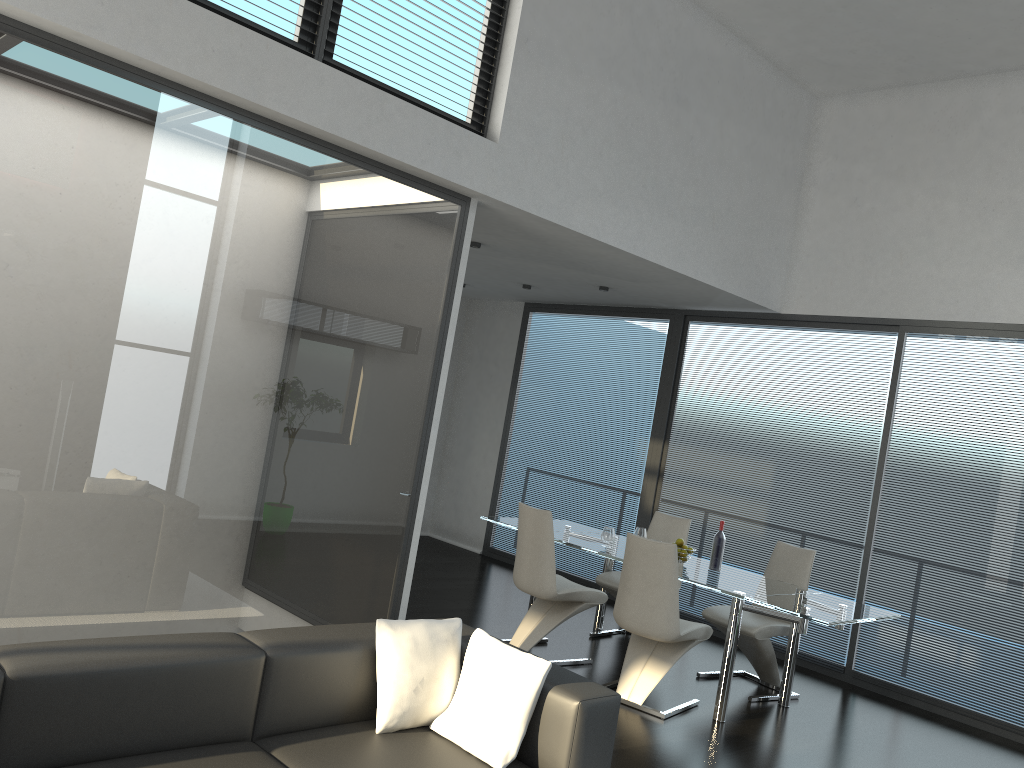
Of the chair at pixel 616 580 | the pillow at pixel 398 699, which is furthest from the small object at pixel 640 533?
the pillow at pixel 398 699

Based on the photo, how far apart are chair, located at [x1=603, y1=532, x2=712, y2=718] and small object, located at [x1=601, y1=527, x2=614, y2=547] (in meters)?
0.79

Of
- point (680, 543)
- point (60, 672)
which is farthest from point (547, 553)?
point (60, 672)

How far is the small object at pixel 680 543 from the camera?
5.82m

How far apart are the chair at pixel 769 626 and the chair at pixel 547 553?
0.68m

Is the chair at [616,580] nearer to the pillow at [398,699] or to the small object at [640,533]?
the small object at [640,533]

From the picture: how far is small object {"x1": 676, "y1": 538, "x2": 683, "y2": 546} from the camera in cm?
582

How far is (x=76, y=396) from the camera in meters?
3.7

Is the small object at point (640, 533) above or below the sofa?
above

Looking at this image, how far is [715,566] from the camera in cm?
576
